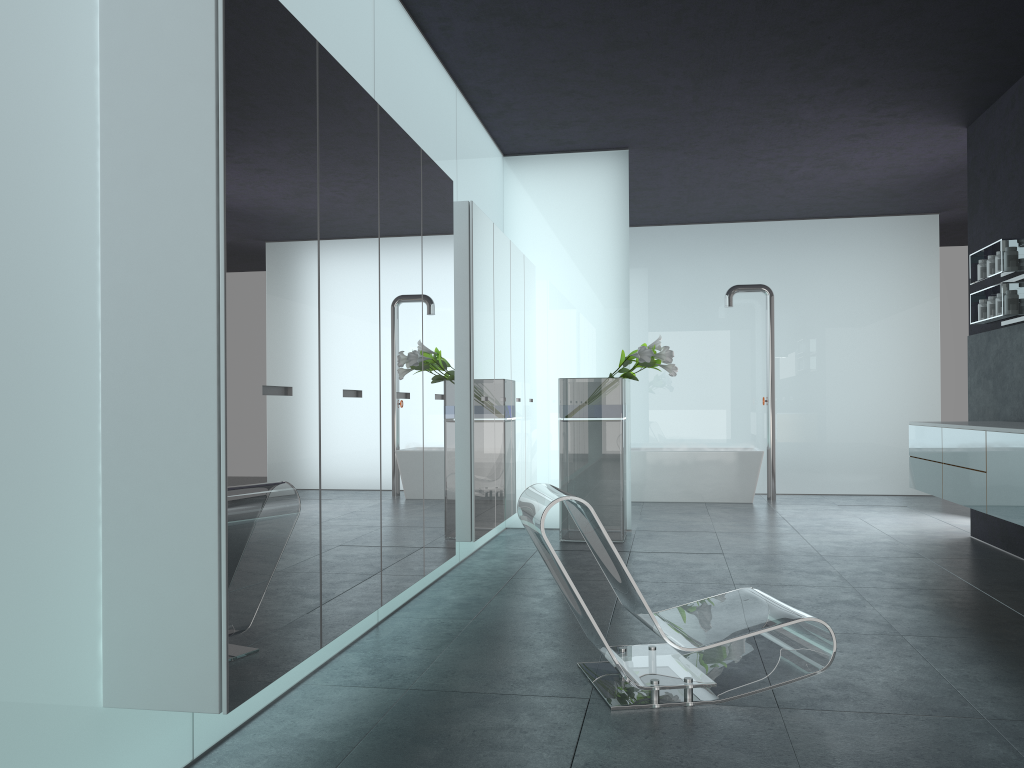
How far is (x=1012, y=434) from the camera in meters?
5.2

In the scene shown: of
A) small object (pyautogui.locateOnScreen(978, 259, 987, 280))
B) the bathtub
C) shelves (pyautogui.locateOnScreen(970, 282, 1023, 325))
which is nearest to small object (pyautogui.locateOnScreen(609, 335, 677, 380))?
shelves (pyautogui.locateOnScreen(970, 282, 1023, 325))

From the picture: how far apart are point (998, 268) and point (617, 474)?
3.5 meters

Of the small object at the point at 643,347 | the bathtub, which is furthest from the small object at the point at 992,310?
the bathtub

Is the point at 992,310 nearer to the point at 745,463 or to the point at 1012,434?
the point at 1012,434

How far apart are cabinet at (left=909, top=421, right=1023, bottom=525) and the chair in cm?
193

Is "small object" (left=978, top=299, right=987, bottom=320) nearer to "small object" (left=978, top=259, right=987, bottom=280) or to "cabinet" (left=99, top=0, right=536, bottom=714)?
"small object" (left=978, top=259, right=987, bottom=280)

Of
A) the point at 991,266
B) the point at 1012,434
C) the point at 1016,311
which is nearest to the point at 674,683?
the point at 1012,434

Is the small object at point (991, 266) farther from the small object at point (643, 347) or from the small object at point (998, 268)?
the small object at point (643, 347)

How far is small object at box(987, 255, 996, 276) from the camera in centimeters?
708cm
